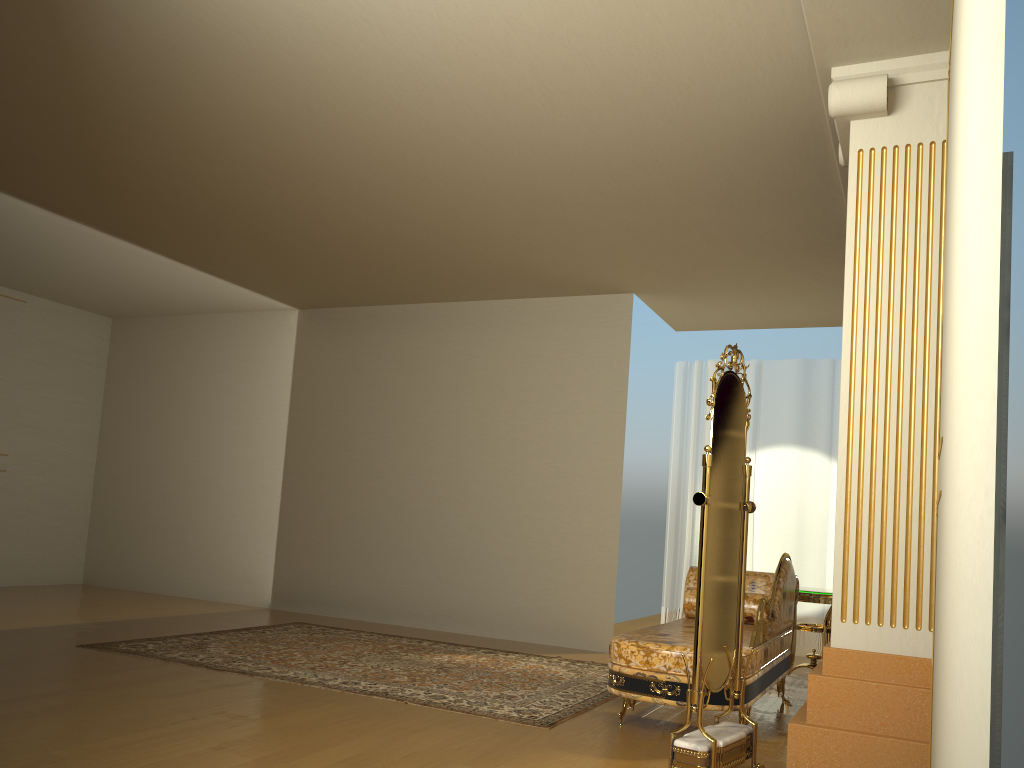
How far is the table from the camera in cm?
532

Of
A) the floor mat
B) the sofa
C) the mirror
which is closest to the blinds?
the floor mat

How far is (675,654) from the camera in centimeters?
379cm

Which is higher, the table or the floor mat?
the table

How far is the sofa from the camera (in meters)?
3.79

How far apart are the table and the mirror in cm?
198

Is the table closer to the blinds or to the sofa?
the sofa

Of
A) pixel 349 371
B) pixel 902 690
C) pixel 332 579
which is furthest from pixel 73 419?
pixel 902 690

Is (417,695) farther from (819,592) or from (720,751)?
(819,592)

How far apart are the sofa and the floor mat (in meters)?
0.29
